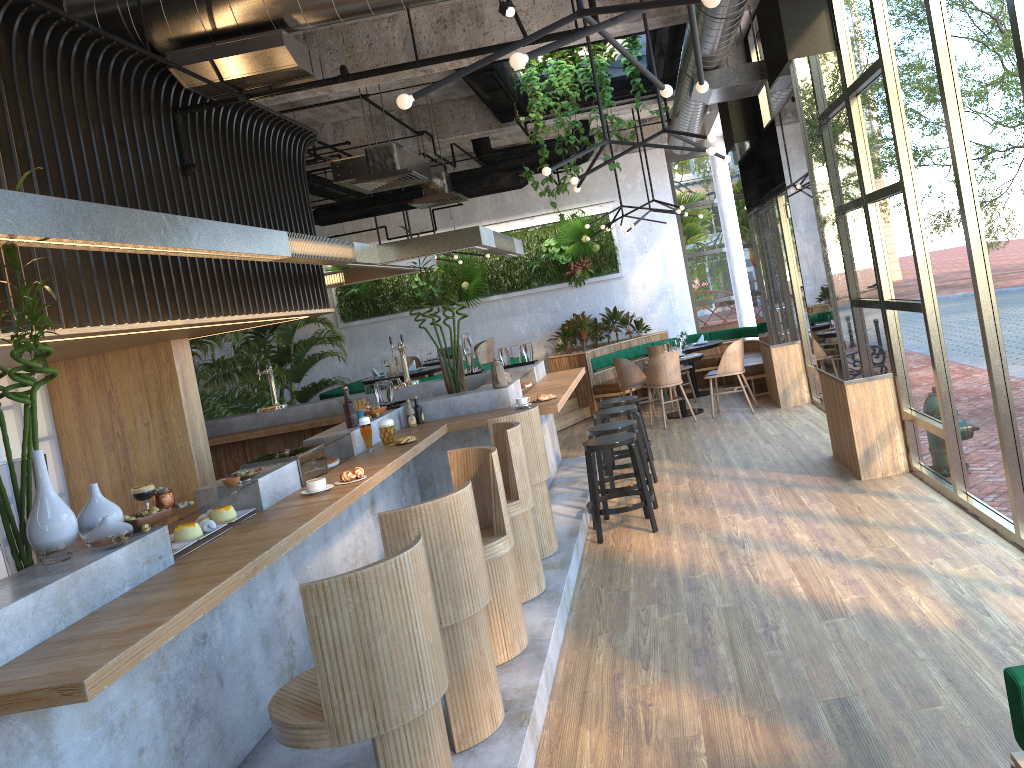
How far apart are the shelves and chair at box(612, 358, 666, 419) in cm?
551

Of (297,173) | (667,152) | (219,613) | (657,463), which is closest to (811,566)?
(219,613)

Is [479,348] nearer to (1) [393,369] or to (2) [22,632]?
(1) [393,369]

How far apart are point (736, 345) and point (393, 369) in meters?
4.7 m

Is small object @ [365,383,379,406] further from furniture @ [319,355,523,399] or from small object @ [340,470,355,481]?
furniture @ [319,355,523,399]

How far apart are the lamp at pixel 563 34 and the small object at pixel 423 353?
7.89m

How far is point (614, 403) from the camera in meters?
8.7 m

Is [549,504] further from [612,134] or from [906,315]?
[612,134]

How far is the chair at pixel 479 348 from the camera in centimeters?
1303cm

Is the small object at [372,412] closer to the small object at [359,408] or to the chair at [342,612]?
the small object at [359,408]
